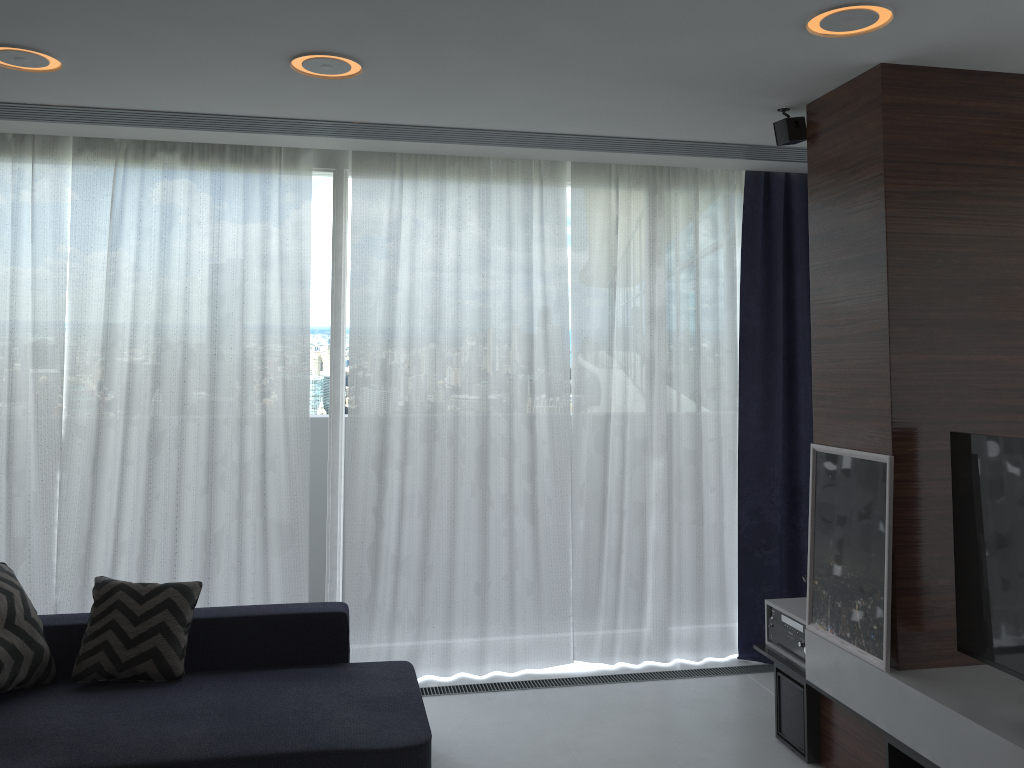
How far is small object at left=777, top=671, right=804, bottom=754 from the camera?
3.5m

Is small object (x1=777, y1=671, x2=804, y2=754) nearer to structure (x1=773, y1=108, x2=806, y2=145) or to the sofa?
the sofa

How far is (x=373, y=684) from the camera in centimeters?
342cm

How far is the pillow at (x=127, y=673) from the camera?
3.33m

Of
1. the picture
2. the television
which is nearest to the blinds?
the picture

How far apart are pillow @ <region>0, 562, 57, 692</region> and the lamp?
1.9m

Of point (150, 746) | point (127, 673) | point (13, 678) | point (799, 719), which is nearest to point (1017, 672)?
point (799, 719)

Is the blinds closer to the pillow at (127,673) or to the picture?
the pillow at (127,673)

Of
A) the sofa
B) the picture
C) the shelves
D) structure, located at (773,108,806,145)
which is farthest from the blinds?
the picture

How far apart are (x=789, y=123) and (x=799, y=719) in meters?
2.4
